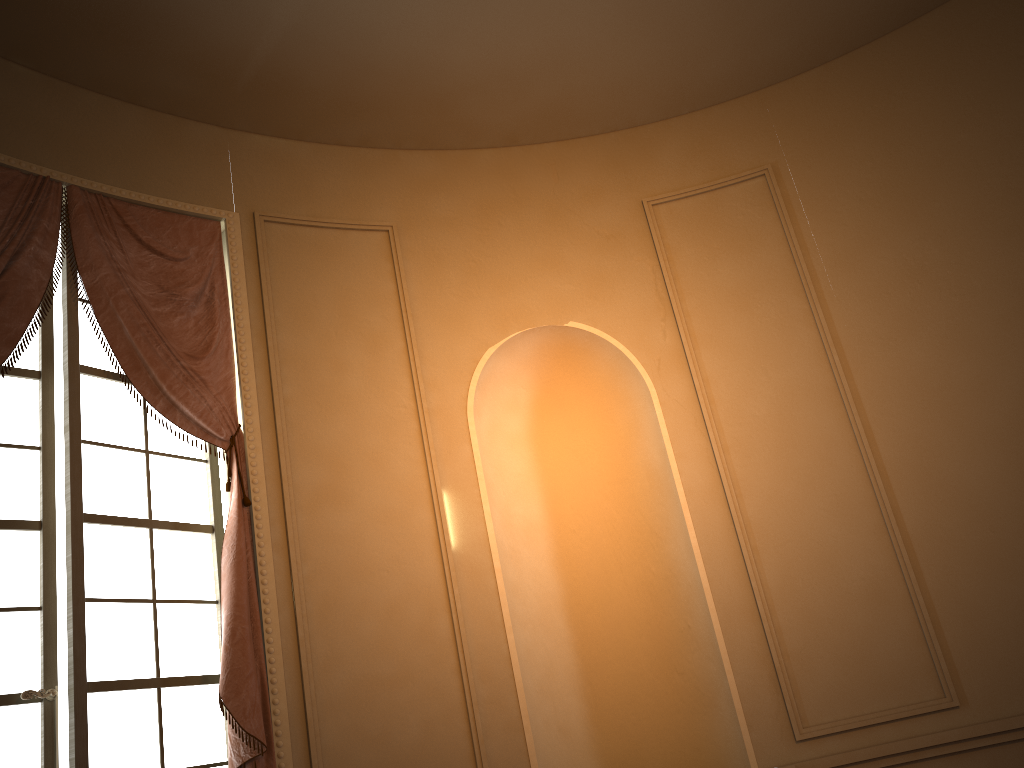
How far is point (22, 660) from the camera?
3.1m

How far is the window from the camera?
3.1m

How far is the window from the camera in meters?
3.1 m

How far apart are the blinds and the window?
0.1 meters

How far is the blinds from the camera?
3.3m

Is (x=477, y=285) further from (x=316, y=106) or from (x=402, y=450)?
(x=316, y=106)

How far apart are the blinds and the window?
0.1m

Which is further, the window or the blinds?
the blinds
